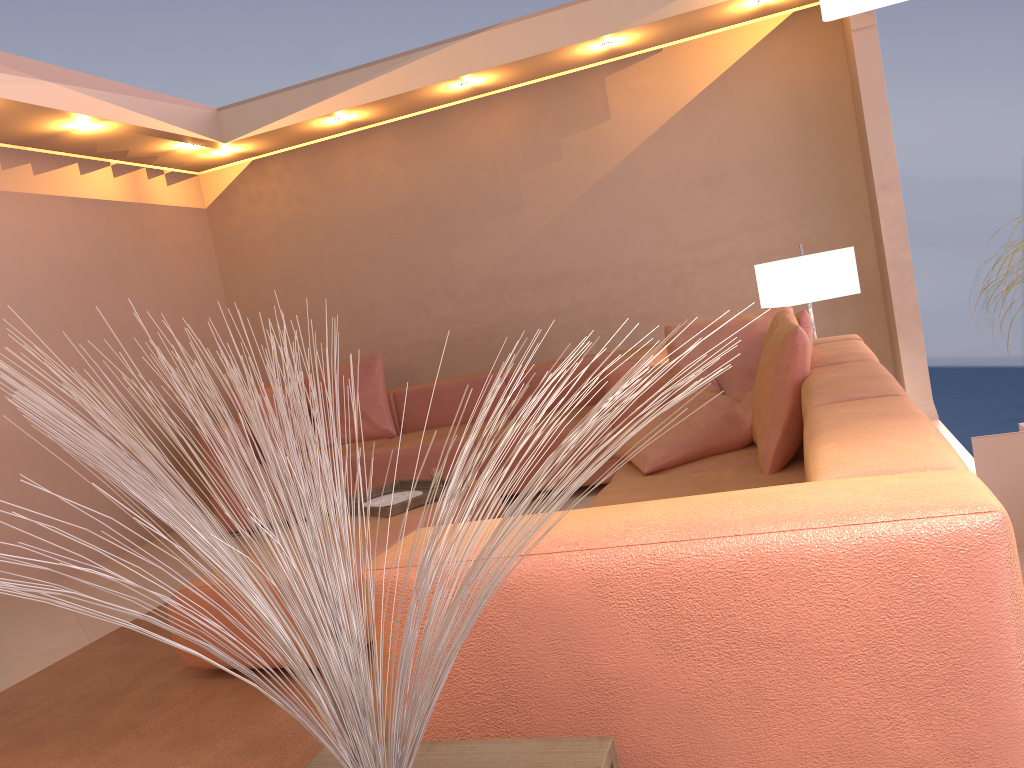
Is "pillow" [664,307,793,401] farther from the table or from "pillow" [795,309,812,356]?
the table

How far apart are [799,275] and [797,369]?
1.51m

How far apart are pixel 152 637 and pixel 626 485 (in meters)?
→ 2.26

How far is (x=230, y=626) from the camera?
2.8 meters

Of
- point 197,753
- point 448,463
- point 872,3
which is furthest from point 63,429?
point 448,463

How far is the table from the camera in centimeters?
108cm

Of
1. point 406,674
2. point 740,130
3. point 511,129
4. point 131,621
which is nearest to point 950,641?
point 406,674

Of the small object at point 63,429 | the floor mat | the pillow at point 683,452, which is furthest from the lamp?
the pillow at point 683,452

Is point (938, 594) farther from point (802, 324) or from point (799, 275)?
point (799, 275)

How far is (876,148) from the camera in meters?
4.8 m
